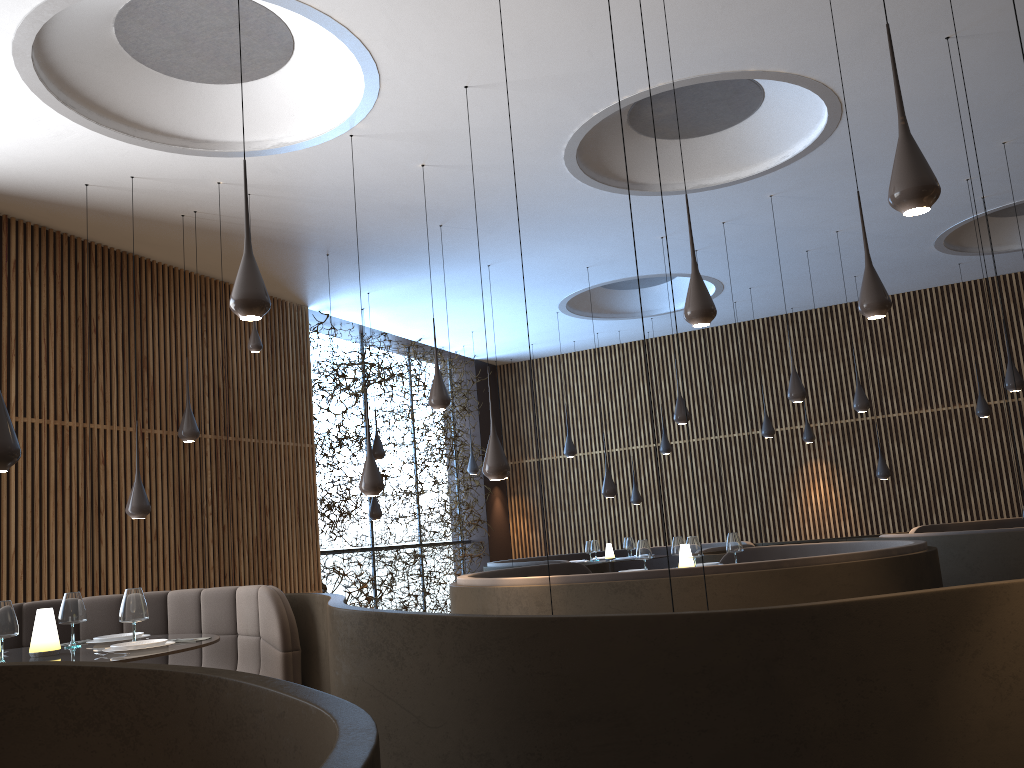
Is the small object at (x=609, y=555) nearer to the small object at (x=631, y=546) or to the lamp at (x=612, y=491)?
the small object at (x=631, y=546)

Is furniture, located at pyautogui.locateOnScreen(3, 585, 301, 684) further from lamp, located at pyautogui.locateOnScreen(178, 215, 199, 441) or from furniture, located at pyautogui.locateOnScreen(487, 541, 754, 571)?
furniture, located at pyautogui.locateOnScreen(487, 541, 754, 571)

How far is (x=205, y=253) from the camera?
9.8 meters

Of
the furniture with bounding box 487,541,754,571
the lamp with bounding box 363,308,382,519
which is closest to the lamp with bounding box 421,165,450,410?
the furniture with bounding box 487,541,754,571

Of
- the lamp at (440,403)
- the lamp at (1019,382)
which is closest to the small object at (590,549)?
the lamp at (440,403)

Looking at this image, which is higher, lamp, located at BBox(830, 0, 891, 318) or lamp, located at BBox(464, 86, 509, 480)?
lamp, located at BBox(830, 0, 891, 318)

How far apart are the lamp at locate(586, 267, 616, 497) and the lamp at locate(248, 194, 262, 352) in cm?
475

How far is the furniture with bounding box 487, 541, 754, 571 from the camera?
11.21m

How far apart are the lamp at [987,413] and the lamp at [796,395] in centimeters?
483cm

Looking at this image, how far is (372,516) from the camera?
11.90m
